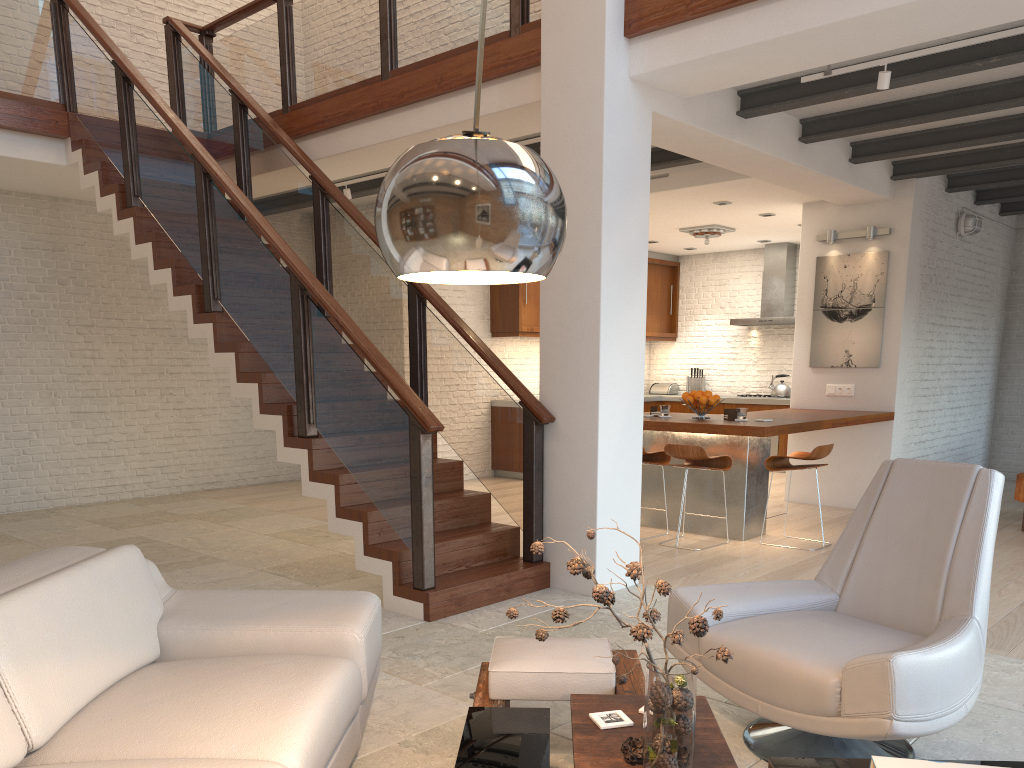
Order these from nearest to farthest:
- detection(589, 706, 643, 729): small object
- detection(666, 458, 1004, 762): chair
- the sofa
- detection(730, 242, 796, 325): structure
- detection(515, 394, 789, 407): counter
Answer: the sofa → detection(589, 706, 643, 729): small object → detection(666, 458, 1004, 762): chair → detection(730, 242, 796, 325): structure → detection(515, 394, 789, 407): counter

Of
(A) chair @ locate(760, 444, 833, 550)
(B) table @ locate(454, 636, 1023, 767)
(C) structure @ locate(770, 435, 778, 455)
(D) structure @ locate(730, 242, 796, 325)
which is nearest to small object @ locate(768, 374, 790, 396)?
(C) structure @ locate(770, 435, 778, 455)

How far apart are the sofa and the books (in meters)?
1.35

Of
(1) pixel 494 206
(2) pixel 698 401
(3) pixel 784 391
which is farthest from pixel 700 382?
(1) pixel 494 206

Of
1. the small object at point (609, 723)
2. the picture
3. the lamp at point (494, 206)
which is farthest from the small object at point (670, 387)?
the lamp at point (494, 206)

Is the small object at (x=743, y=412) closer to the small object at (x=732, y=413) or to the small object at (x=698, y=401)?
the small object at (x=732, y=413)

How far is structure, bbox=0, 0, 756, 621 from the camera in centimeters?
485cm

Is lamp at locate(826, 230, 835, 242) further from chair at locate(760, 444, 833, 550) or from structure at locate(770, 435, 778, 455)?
structure at locate(770, 435, 778, 455)

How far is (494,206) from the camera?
1.4m

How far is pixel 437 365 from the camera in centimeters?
579cm
